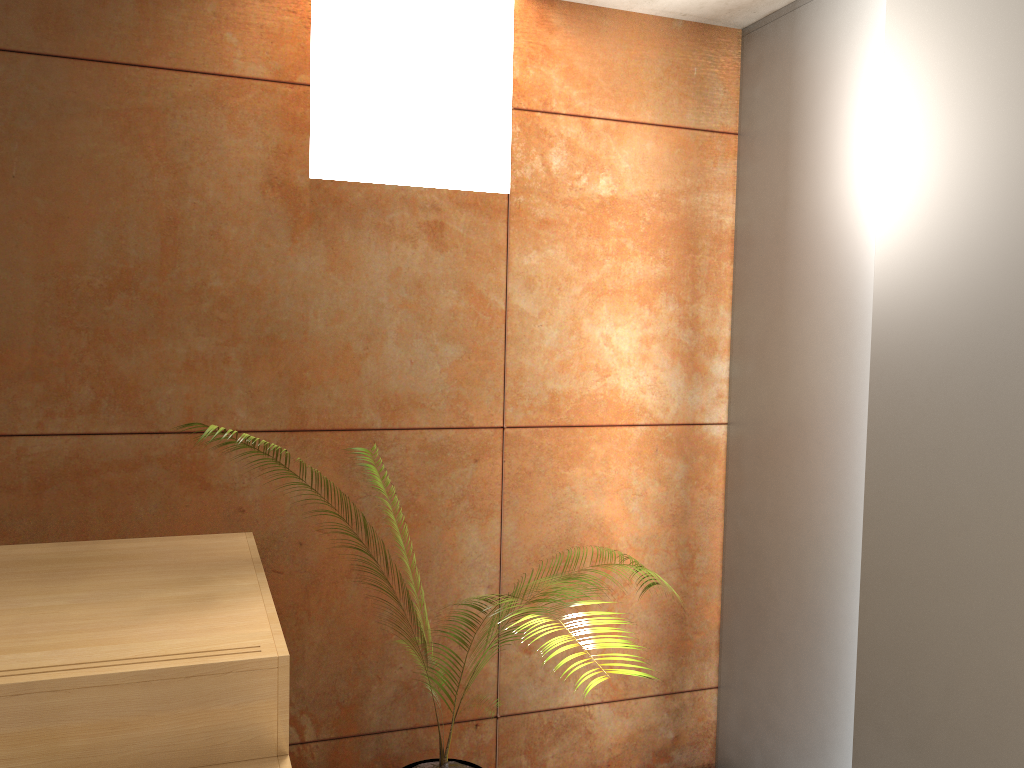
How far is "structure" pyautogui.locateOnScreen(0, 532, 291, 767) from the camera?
1.45m

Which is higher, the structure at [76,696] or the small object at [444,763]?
the structure at [76,696]

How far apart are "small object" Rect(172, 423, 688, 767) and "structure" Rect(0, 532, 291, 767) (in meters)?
0.75

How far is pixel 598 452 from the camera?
2.9 meters

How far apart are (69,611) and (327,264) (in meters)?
1.15

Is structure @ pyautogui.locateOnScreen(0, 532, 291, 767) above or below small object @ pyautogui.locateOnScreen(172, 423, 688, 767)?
above

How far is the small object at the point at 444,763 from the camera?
2.4 meters

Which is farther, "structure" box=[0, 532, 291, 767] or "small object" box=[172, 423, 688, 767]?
"small object" box=[172, 423, 688, 767]

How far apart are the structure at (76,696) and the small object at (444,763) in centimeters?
75cm
